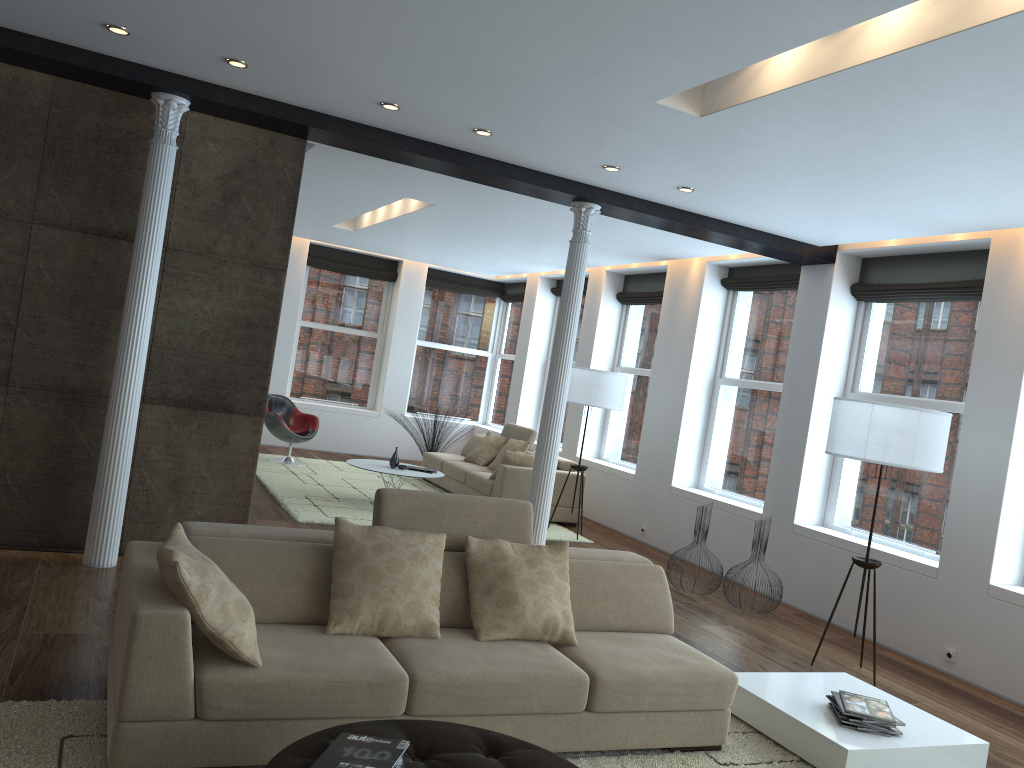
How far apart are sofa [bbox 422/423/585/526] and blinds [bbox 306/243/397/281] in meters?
3.2

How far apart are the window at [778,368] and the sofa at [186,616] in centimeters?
401cm

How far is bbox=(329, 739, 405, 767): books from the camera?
2.6m

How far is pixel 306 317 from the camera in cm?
1318

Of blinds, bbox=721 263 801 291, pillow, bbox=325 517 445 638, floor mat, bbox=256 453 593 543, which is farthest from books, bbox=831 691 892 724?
blinds, bbox=721 263 801 291

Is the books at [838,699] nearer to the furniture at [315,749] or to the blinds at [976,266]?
the furniture at [315,749]

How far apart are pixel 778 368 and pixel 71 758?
6.9m

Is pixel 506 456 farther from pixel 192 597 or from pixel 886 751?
pixel 192 597

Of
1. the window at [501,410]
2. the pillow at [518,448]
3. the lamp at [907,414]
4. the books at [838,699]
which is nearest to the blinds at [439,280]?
Answer: the window at [501,410]

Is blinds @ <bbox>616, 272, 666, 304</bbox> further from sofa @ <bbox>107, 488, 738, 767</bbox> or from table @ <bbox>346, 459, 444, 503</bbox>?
sofa @ <bbox>107, 488, 738, 767</bbox>
